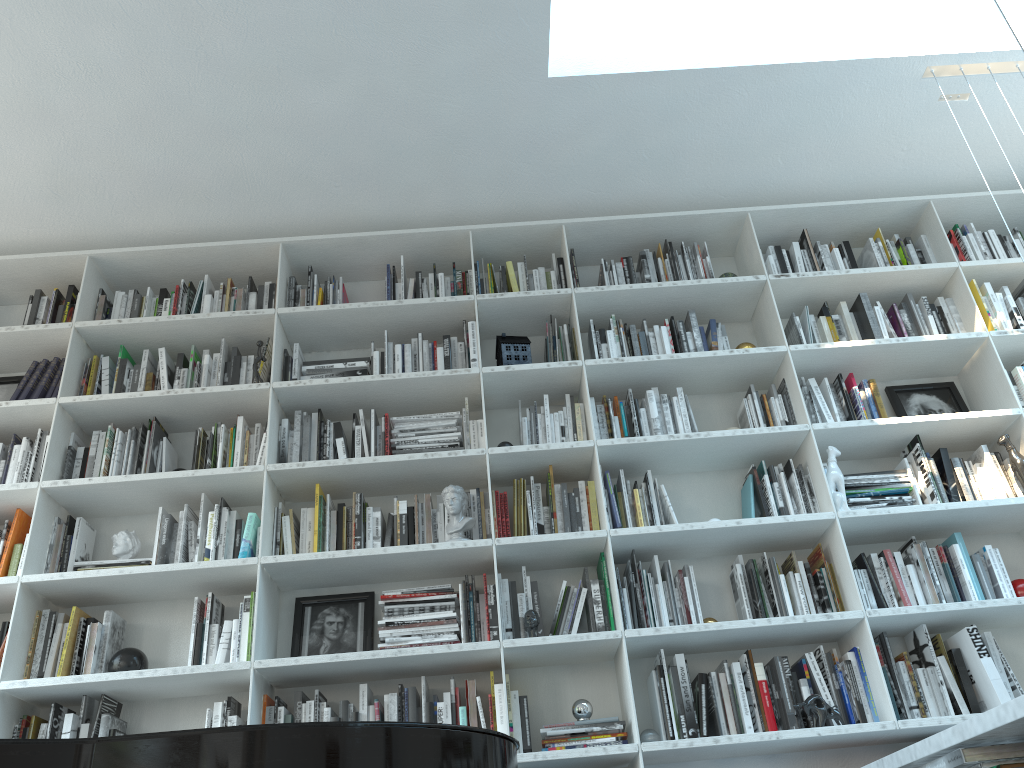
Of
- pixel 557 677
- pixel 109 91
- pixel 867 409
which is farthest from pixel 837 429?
pixel 109 91

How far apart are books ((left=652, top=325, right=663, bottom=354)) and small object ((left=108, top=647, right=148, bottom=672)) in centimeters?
Answer: 232cm

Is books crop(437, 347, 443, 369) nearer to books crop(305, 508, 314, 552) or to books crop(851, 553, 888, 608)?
books crop(305, 508, 314, 552)

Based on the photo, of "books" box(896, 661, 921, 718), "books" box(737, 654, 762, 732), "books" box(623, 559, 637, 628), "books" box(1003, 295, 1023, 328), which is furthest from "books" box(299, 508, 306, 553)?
"books" box(1003, 295, 1023, 328)

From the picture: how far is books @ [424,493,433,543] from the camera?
3.3m

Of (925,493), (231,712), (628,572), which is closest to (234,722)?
(231,712)

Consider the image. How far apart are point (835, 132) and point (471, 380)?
1.89m

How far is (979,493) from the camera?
3.5m

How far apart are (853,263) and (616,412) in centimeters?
134cm

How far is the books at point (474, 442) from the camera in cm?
354
